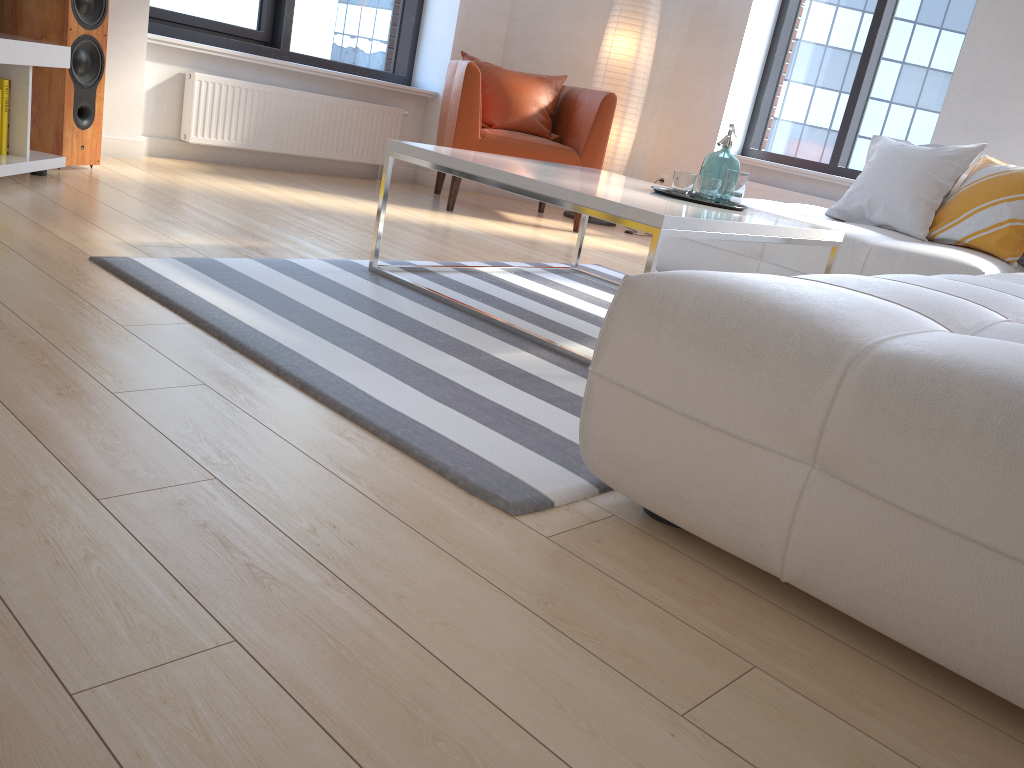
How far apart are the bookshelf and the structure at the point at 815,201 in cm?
389

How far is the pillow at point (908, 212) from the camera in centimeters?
374cm

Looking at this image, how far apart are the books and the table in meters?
1.5

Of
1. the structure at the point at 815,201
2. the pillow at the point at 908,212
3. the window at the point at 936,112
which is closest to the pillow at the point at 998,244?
the pillow at the point at 908,212

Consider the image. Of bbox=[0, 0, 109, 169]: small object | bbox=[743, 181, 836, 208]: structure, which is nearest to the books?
bbox=[0, 0, 109, 169]: small object

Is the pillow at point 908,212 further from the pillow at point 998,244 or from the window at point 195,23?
the window at point 195,23

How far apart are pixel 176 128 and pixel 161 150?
0.1 meters

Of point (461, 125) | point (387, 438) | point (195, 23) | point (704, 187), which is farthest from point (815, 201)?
point (387, 438)

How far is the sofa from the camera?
1.1m

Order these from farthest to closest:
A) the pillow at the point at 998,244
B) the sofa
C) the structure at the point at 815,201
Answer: the structure at the point at 815,201 → the pillow at the point at 998,244 → the sofa
